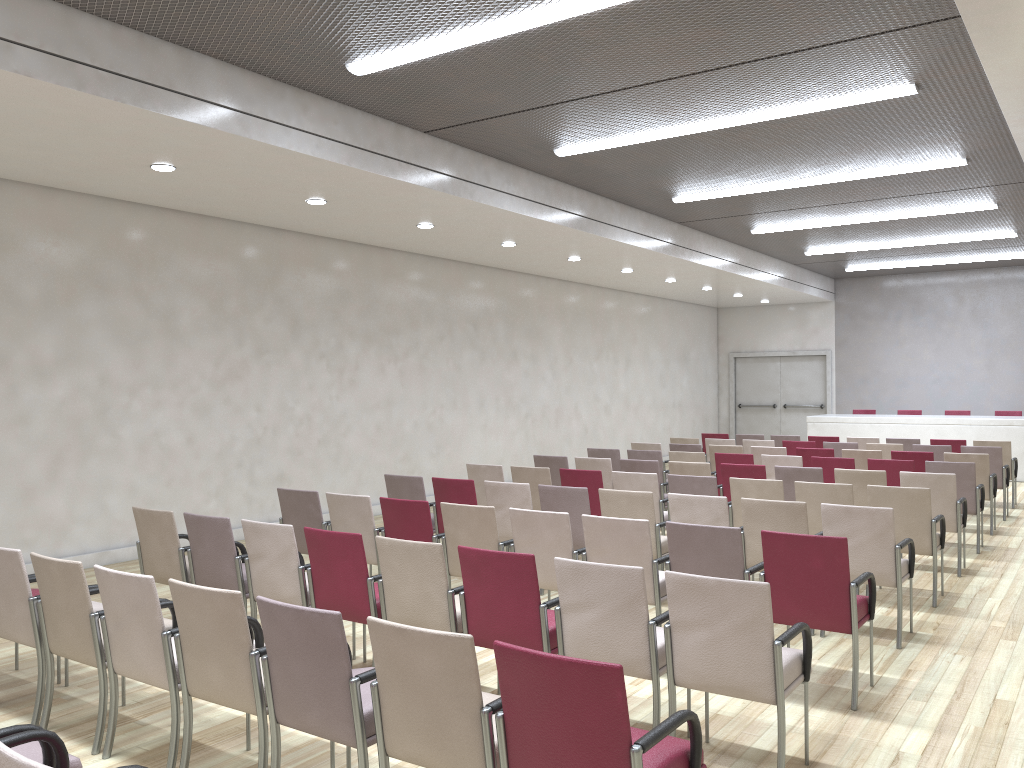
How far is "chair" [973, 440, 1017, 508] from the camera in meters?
11.6 m

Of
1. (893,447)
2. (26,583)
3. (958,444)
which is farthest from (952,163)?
(26,583)

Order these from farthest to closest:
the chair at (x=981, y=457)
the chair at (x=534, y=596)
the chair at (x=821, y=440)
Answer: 1. the chair at (x=821, y=440)
2. the chair at (x=981, y=457)
3. the chair at (x=534, y=596)

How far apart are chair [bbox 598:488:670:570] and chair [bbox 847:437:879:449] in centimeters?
708cm

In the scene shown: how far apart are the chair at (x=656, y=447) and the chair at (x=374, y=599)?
7.0m

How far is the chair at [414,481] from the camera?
7.7 meters

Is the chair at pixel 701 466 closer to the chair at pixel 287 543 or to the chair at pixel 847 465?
the chair at pixel 847 465

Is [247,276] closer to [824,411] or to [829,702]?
[829,702]

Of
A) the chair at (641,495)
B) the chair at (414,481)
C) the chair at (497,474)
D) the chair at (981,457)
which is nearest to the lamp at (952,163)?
the chair at (981,457)

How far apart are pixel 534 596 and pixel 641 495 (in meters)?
2.49
